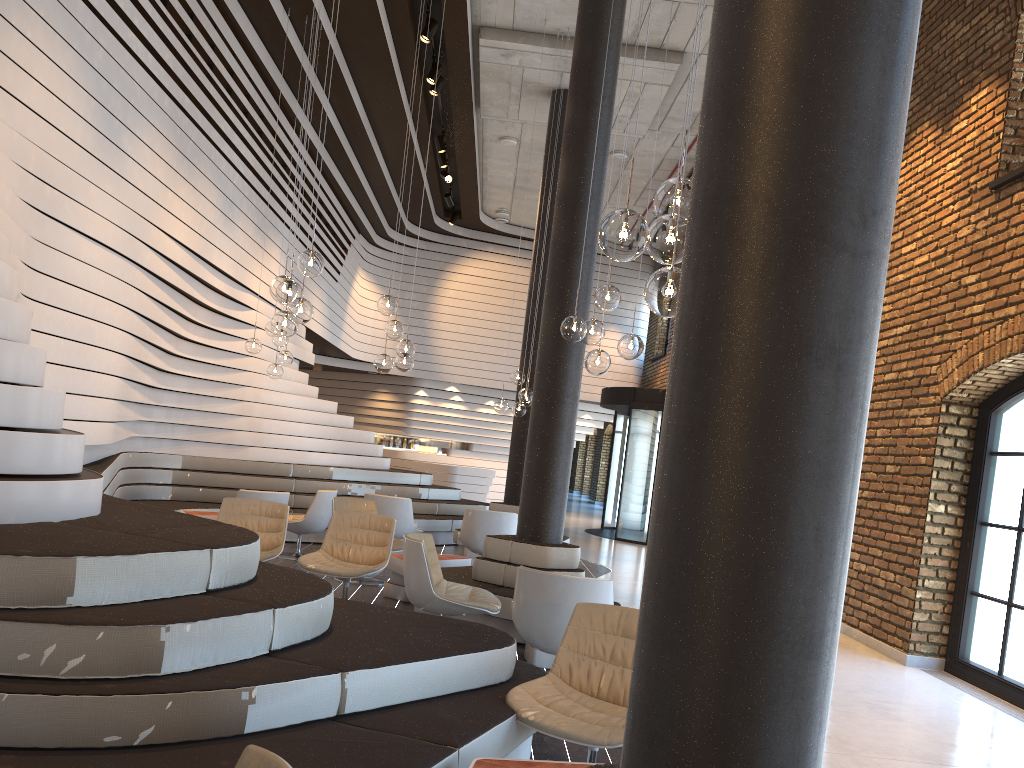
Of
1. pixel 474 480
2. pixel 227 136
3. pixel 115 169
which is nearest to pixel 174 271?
pixel 115 169

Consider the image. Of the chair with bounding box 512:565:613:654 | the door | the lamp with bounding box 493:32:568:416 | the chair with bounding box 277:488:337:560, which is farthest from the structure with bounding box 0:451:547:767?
the door

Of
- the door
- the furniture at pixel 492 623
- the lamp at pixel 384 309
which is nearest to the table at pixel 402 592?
the furniture at pixel 492 623

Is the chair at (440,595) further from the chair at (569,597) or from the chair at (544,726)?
the chair at (544,726)

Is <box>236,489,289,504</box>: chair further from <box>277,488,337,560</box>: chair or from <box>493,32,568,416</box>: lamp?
<box>493,32,568,416</box>: lamp

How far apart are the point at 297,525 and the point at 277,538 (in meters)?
2.19

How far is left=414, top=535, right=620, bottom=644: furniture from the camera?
6.4m

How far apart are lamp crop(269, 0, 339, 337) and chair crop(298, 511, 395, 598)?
1.86m

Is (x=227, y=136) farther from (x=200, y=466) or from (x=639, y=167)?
(x=639, y=167)

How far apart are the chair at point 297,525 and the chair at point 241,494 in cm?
80
